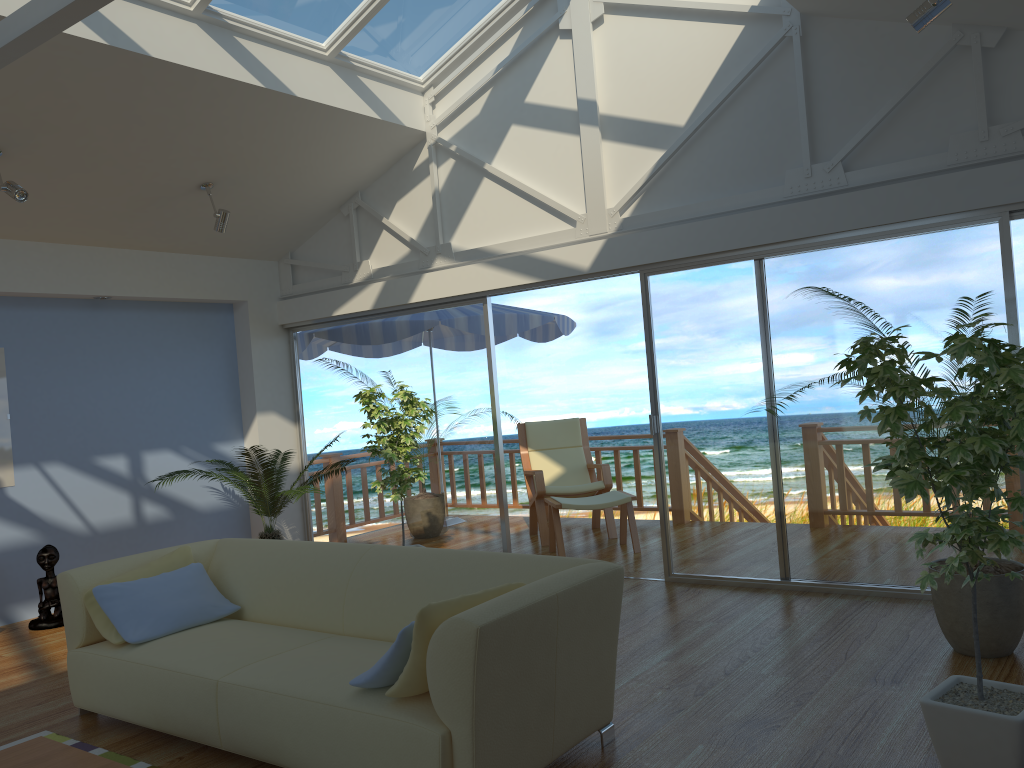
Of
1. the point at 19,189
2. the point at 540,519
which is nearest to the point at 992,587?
the point at 540,519

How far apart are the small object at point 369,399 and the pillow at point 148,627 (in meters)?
1.85

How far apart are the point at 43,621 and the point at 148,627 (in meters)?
2.47

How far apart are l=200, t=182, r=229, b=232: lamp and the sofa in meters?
2.6

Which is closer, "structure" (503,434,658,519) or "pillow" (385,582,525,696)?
"pillow" (385,582,525,696)

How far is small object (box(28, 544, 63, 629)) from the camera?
5.68m

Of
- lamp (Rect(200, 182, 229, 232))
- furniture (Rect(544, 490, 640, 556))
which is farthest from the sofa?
furniture (Rect(544, 490, 640, 556))

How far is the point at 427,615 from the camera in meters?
2.7

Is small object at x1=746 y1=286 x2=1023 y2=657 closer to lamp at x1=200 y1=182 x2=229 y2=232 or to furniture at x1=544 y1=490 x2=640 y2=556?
furniture at x1=544 y1=490 x2=640 y2=556

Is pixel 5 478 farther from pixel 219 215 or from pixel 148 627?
pixel 148 627
